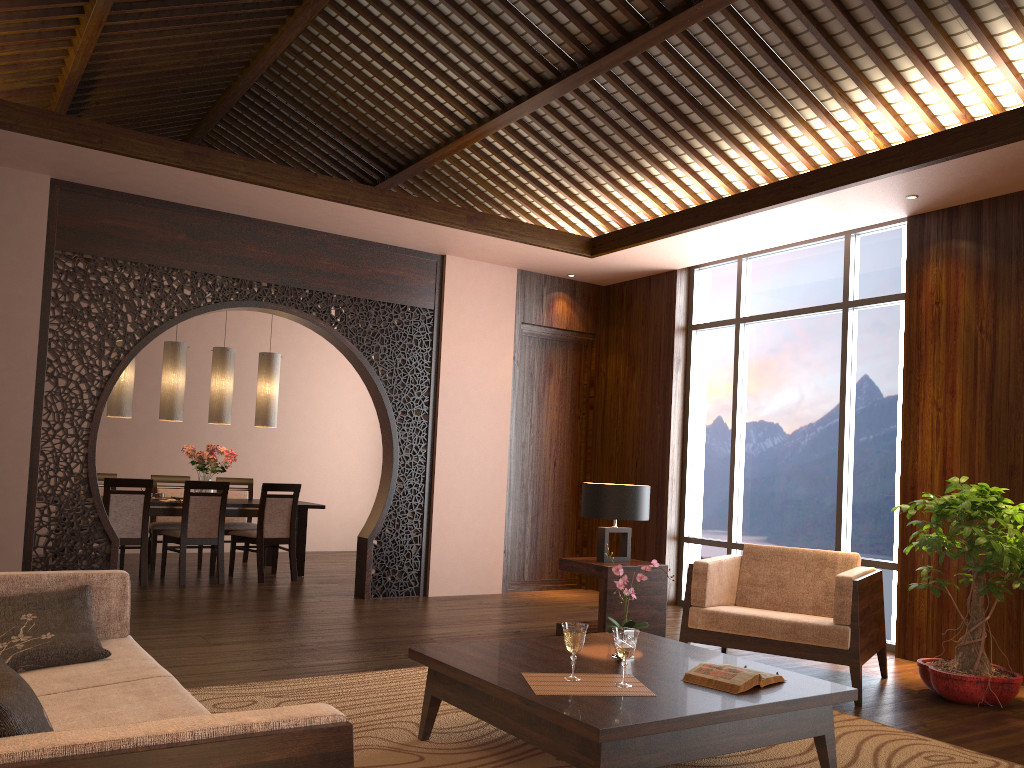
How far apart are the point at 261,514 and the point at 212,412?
1.1m

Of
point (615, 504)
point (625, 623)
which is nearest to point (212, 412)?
point (615, 504)

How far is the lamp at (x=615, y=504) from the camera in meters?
5.5

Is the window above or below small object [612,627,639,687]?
above

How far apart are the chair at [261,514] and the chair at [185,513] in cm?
14

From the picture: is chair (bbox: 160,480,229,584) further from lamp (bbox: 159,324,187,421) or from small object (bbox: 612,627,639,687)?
small object (bbox: 612,627,639,687)

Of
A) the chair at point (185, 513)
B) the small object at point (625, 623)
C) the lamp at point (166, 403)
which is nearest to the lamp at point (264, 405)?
the lamp at point (166, 403)

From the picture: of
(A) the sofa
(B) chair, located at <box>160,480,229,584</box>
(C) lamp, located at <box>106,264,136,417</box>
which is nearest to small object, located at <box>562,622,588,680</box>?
(A) the sofa

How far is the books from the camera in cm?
297

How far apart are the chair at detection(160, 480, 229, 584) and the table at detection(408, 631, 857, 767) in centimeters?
440cm
